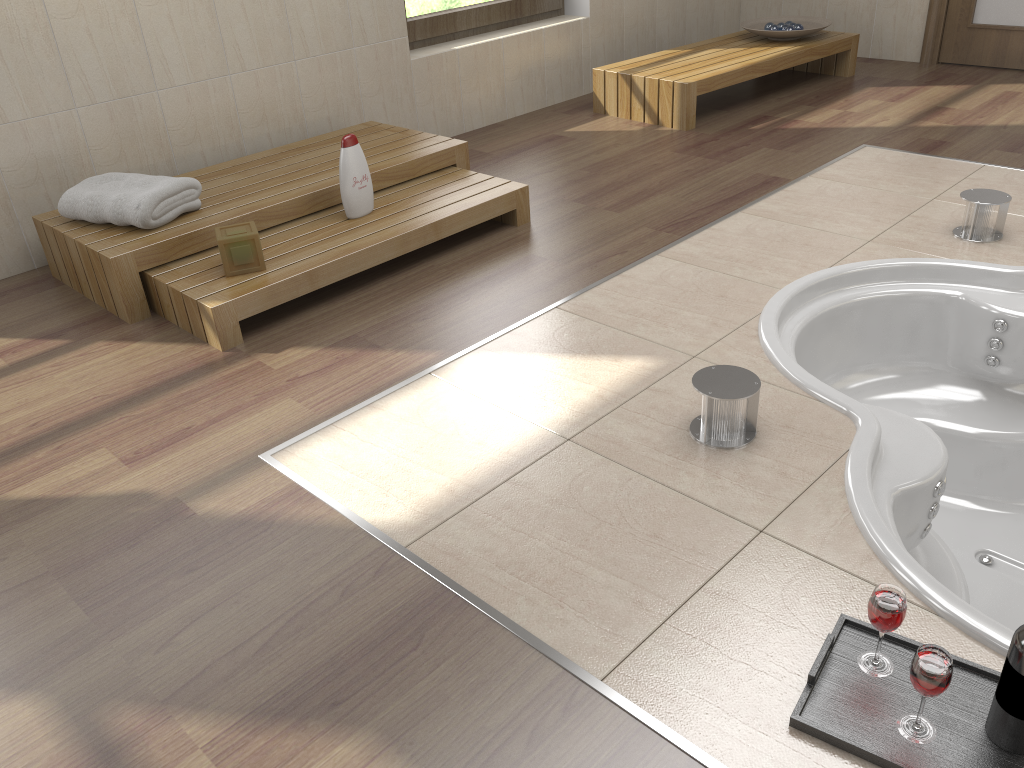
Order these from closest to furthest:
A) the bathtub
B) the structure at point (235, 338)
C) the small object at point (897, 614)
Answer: the small object at point (897, 614), the bathtub, the structure at point (235, 338)

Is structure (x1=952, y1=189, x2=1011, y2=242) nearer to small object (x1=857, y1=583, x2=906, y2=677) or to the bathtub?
the bathtub

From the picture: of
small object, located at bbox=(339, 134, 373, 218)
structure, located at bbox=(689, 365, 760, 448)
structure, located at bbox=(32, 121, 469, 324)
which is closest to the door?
structure, located at bbox=(32, 121, 469, 324)

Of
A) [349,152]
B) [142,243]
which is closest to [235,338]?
[142,243]

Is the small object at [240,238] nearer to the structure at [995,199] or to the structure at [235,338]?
the structure at [235,338]

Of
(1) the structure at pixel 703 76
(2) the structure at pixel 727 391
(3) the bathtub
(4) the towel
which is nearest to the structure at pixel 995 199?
(3) the bathtub

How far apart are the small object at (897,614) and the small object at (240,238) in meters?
2.0

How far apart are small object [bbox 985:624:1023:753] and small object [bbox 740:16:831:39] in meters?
4.2

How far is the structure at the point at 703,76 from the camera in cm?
420

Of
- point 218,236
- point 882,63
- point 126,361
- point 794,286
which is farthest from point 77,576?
point 882,63
